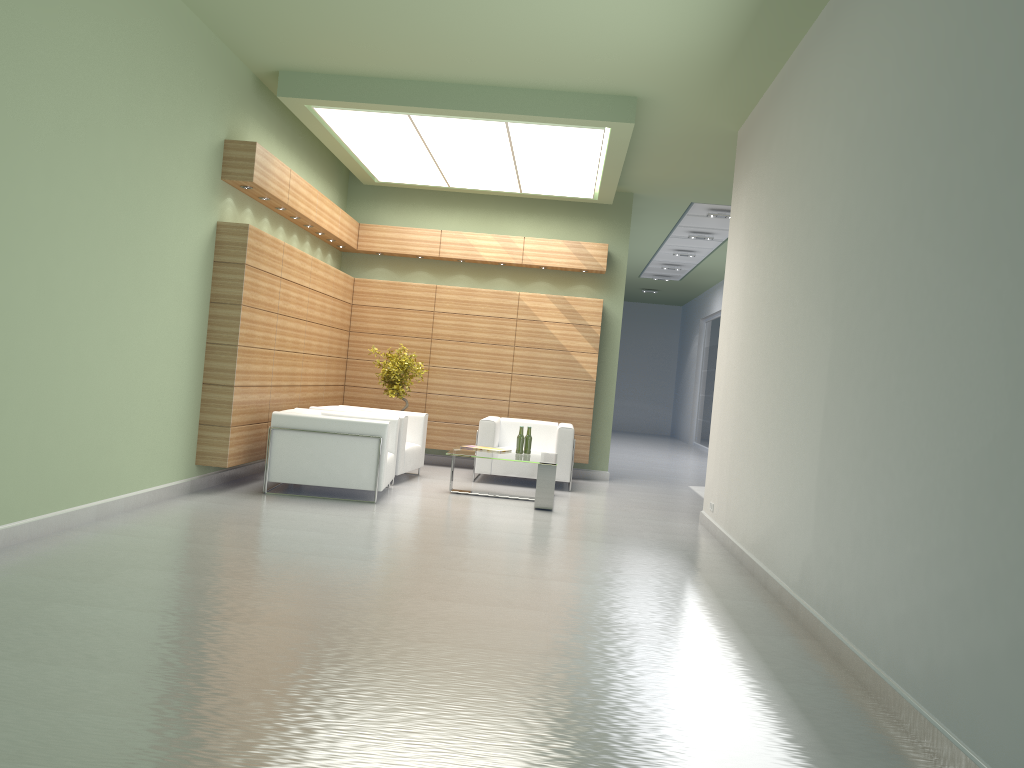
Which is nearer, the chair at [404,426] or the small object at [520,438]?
the small object at [520,438]

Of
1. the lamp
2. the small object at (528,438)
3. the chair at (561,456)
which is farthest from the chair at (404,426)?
the lamp

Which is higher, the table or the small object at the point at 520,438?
the small object at the point at 520,438

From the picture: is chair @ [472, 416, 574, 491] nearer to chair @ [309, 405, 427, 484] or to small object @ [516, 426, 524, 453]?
chair @ [309, 405, 427, 484]

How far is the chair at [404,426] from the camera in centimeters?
1550cm

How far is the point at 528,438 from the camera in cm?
1534

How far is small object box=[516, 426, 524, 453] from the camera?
15.2 meters

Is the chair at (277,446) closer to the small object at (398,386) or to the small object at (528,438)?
the small object at (528,438)

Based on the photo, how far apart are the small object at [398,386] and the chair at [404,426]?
0.73m

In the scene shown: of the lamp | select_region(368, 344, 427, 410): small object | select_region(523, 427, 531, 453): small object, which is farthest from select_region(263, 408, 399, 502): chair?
the lamp
